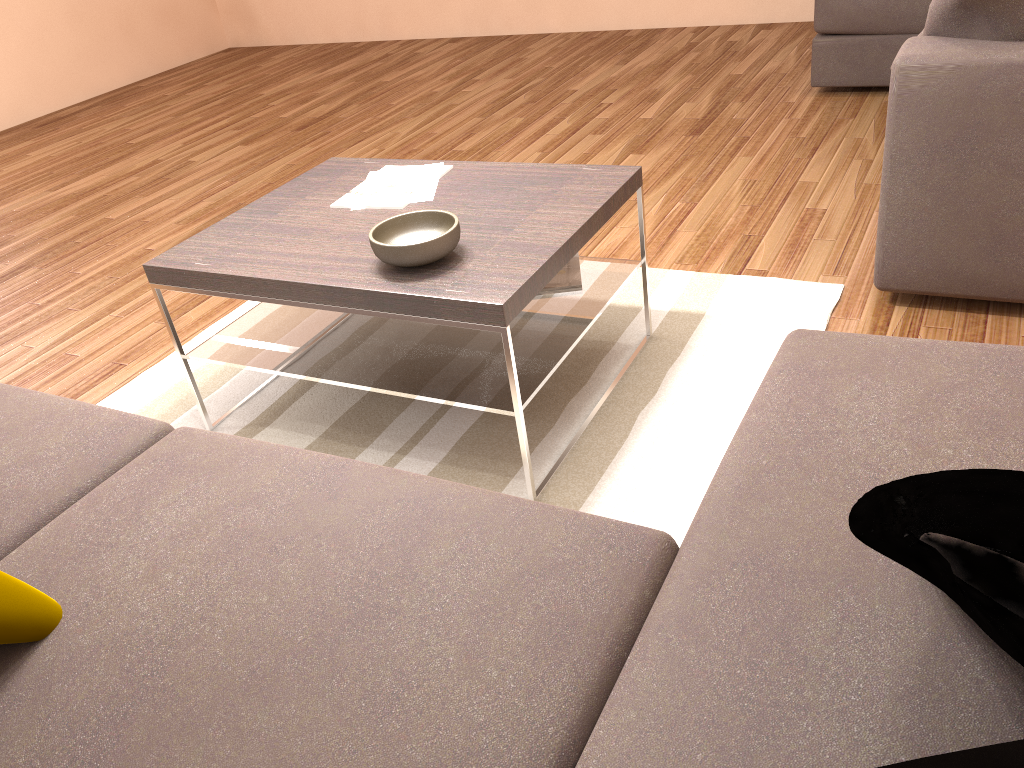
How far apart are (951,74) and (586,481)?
1.4 meters

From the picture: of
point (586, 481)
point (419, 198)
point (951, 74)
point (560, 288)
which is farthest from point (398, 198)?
point (951, 74)

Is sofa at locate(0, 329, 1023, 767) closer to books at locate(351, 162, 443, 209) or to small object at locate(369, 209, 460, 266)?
small object at locate(369, 209, 460, 266)

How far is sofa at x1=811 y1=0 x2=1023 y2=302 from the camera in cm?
233

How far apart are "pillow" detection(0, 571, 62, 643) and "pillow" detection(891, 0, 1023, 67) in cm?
248

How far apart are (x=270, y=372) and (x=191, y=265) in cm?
35

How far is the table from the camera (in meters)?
2.04

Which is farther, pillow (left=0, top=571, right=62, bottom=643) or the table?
the table

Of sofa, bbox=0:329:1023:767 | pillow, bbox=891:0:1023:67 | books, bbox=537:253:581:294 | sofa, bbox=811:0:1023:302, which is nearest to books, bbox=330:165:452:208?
books, bbox=537:253:581:294

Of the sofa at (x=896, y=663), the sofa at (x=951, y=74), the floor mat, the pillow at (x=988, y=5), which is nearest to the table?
the floor mat
